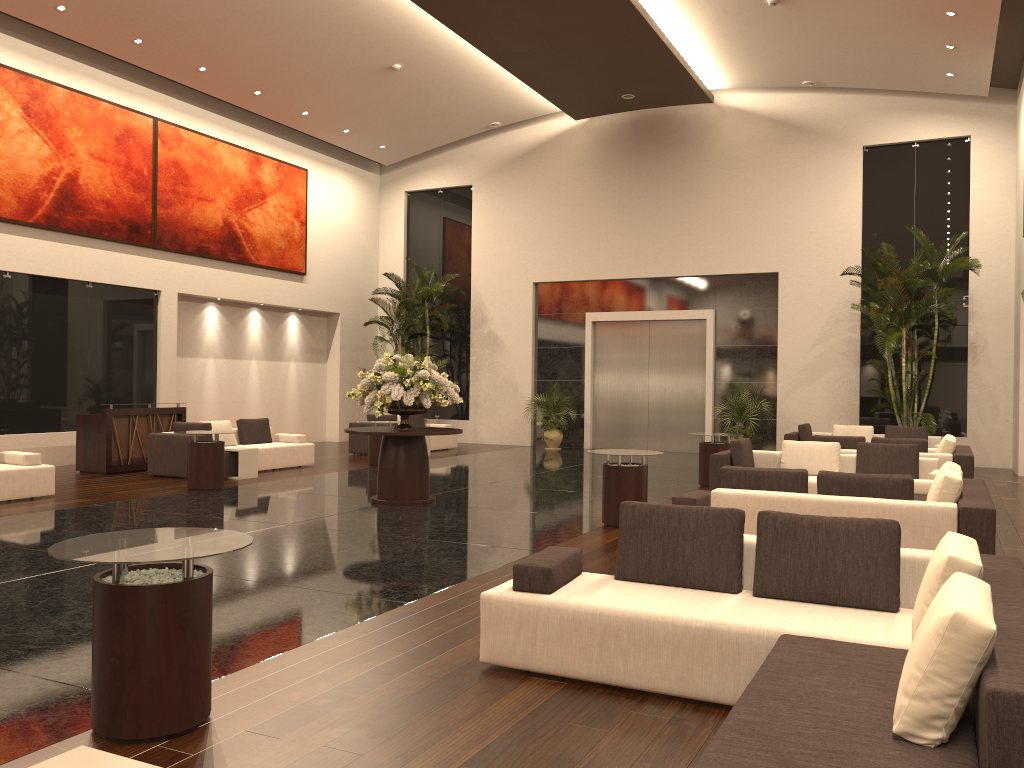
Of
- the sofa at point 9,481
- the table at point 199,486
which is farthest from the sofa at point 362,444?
the sofa at point 9,481

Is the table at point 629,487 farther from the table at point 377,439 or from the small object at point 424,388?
the table at point 377,439

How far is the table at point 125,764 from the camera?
2.4 meters

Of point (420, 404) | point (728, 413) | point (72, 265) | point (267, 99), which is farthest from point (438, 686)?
point (267, 99)

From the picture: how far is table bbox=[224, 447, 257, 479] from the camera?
13.6m

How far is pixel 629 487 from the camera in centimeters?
942cm

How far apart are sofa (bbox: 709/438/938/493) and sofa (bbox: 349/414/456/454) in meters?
8.7

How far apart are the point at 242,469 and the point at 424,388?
4.35m

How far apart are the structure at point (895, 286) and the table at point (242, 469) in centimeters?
1103cm

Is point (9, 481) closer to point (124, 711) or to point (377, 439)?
point (377, 439)
